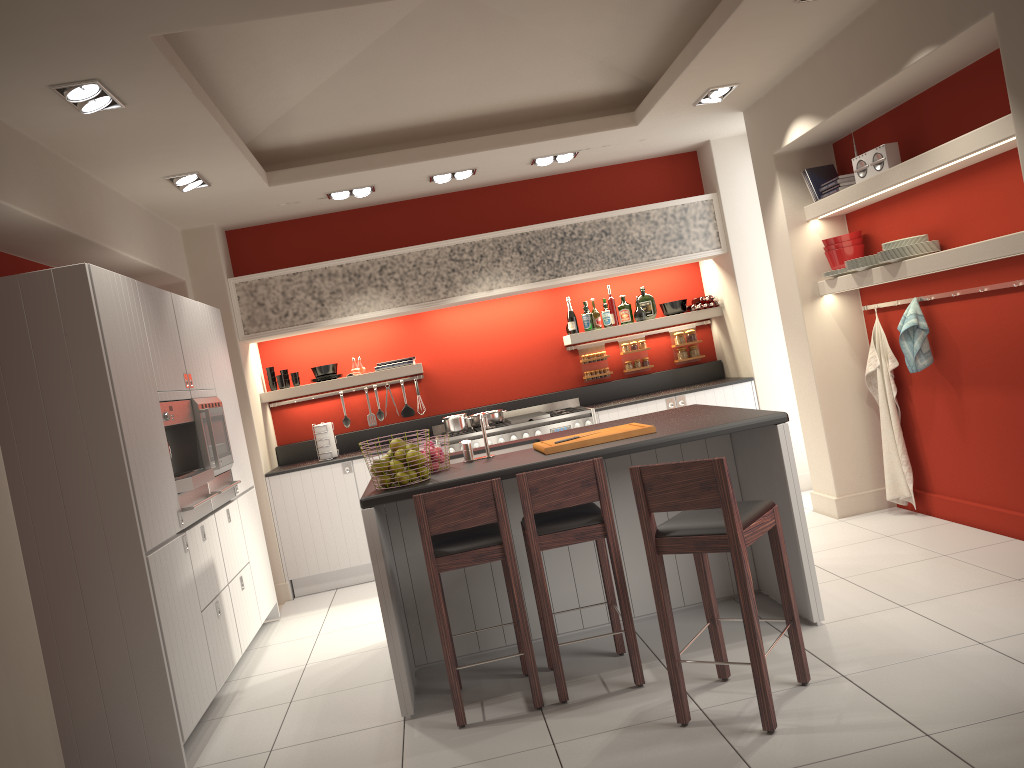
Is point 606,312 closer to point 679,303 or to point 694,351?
point 679,303

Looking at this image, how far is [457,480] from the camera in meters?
4.1 m

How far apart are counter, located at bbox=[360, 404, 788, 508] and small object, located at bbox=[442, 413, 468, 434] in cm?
194

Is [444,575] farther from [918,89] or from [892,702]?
[918,89]

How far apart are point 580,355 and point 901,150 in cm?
333

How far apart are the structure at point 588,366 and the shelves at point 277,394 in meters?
1.5

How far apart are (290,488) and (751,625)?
4.6m

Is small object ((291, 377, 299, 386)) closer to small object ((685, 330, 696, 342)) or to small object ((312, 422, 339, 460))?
small object ((312, 422, 339, 460))

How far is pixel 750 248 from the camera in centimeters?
733cm

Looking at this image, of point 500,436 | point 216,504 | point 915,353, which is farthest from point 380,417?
point 915,353
